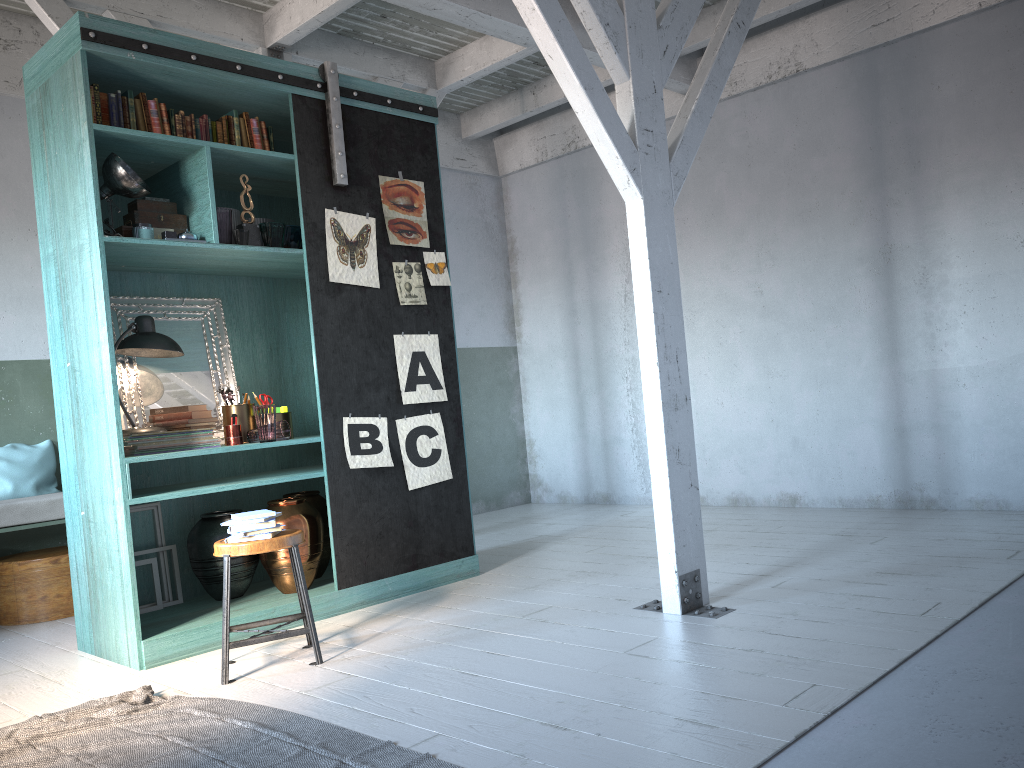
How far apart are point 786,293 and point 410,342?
3.4m

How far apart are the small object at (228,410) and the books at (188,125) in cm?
173

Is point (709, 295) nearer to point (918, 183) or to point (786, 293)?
point (786, 293)

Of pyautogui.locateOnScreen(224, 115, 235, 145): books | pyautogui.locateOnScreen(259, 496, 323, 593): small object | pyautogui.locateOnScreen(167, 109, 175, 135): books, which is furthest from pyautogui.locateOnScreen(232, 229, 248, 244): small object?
pyautogui.locateOnScreen(259, 496, 323, 593): small object

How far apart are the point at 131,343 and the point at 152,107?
1.4m

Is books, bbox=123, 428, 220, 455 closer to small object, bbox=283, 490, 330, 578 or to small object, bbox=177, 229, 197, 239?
small object, bbox=283, 490, 330, 578

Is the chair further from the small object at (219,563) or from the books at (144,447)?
the books at (144,447)

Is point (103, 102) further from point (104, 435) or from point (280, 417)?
point (280, 417)

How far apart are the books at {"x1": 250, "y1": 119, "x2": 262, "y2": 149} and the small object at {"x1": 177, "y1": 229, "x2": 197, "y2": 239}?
0.80m

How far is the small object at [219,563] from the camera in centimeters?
553cm
